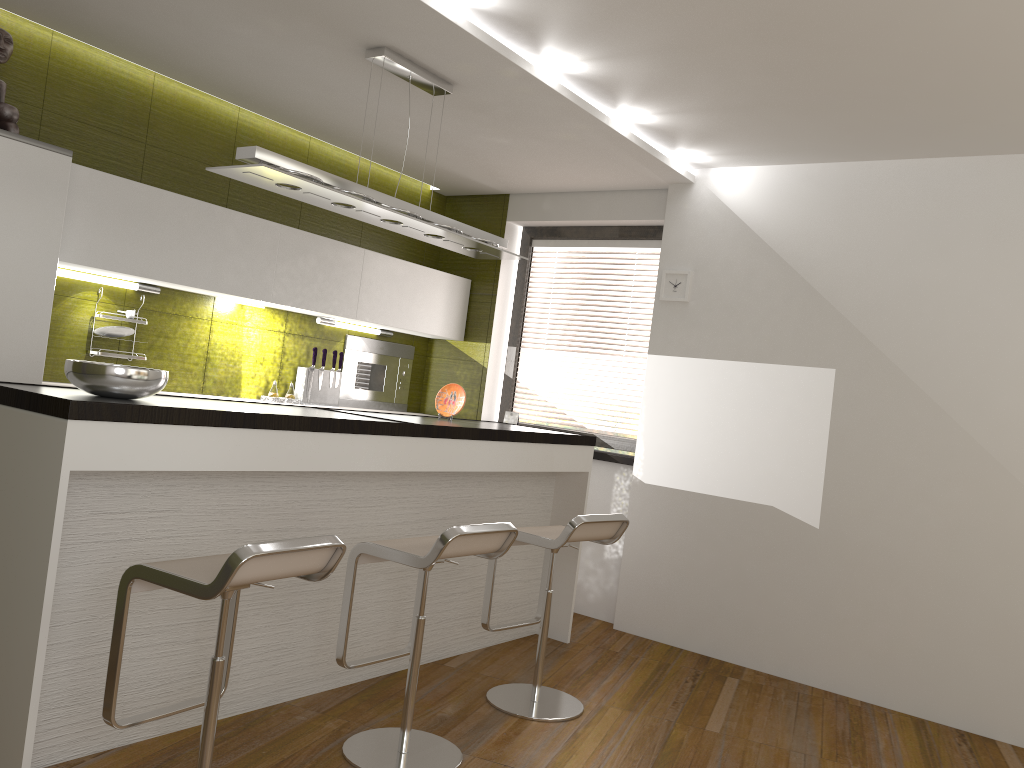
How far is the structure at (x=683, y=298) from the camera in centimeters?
515cm

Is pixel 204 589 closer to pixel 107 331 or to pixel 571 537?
pixel 571 537

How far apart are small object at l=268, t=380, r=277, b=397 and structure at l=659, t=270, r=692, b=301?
2.3m

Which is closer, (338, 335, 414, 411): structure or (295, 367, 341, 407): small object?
(295, 367, 341, 407): small object

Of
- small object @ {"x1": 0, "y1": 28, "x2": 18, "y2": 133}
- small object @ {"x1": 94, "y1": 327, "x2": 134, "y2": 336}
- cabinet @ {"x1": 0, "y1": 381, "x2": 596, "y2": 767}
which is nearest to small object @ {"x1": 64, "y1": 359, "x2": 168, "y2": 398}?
cabinet @ {"x1": 0, "y1": 381, "x2": 596, "y2": 767}

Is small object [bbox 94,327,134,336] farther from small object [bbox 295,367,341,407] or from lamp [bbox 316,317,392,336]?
lamp [bbox 316,317,392,336]

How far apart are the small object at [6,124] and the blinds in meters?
3.3 m

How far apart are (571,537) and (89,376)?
1.9m

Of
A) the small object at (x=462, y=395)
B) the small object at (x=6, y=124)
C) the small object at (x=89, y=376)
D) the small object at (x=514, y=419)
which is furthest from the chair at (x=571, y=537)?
the small object at (x=6, y=124)

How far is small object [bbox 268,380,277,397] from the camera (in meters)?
5.13
